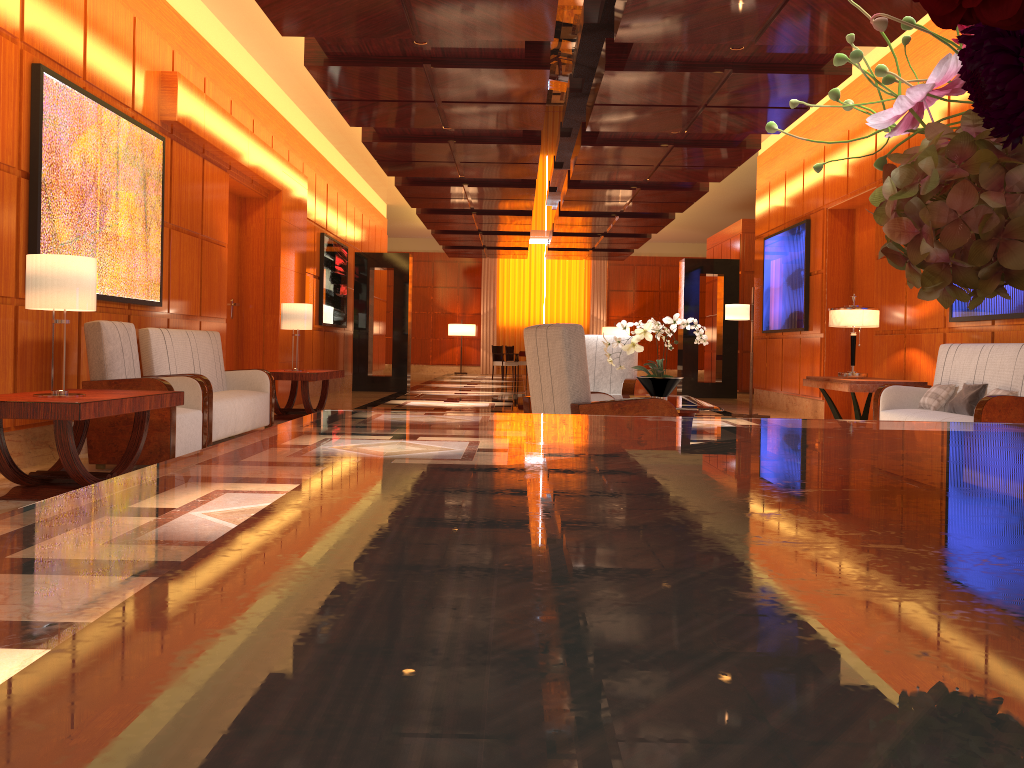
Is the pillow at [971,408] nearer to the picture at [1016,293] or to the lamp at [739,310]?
the picture at [1016,293]

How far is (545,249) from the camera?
23.90m

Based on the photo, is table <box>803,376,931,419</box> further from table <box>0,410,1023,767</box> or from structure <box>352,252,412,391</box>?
A: structure <box>352,252,412,391</box>

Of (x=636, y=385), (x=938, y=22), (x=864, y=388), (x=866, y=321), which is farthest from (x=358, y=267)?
(x=938, y=22)

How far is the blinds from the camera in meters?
27.2 m

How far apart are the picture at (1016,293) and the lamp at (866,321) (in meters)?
0.76

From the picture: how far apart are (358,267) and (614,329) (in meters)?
11.95

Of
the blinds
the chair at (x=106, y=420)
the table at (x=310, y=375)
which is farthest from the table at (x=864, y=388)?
the blinds

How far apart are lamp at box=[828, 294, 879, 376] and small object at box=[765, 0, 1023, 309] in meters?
8.1

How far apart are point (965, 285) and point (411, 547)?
0.38m
